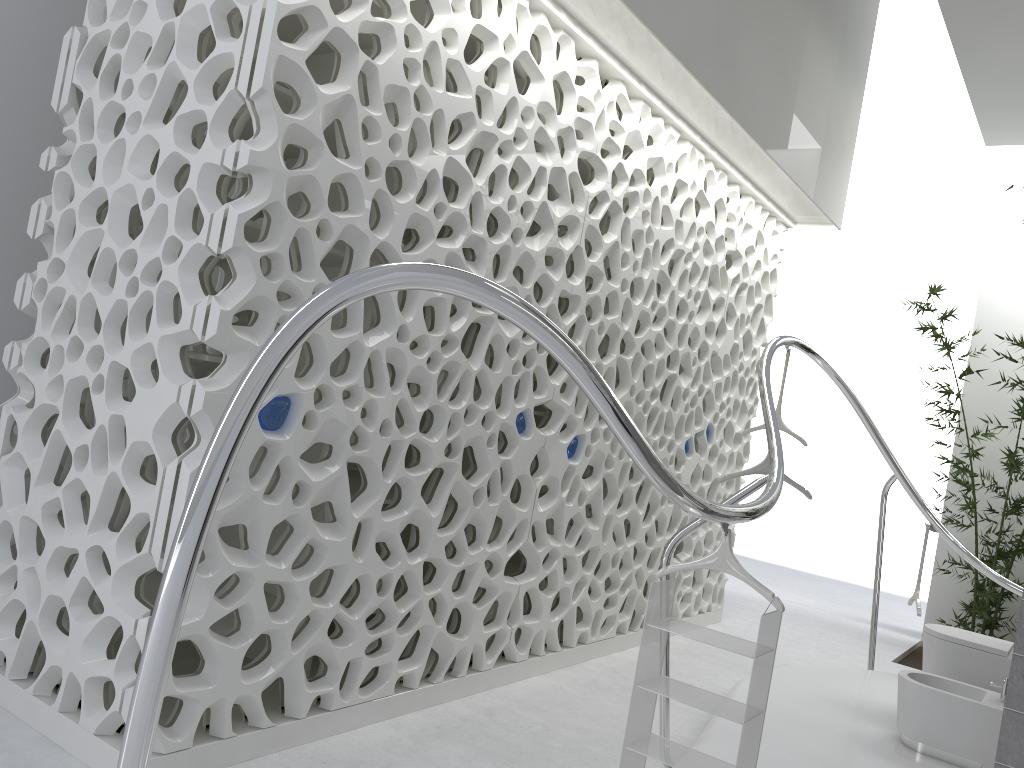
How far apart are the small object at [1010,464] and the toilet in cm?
285

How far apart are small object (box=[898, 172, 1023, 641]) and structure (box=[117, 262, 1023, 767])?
1.2m

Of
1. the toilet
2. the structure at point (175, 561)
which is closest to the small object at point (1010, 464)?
the structure at point (175, 561)

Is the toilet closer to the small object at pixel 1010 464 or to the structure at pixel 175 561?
the structure at pixel 175 561

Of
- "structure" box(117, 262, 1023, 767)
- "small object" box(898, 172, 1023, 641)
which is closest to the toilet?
"structure" box(117, 262, 1023, 767)

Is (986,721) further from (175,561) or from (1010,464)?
(175,561)

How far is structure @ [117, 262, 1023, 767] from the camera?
1.73m

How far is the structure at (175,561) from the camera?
1.73m

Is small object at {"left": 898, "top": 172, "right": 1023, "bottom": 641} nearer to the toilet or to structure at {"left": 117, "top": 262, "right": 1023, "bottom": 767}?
structure at {"left": 117, "top": 262, "right": 1023, "bottom": 767}

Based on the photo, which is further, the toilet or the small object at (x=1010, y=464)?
the small object at (x=1010, y=464)
